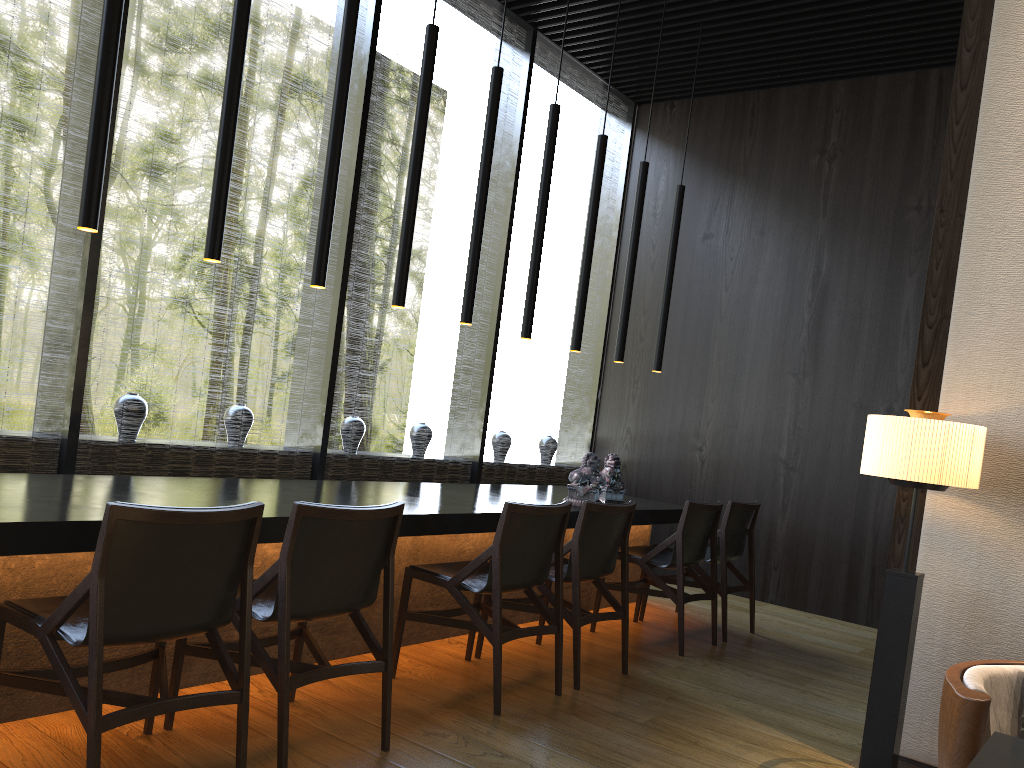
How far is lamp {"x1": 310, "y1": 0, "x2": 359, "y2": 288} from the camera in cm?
362

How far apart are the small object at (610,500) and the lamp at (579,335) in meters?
0.7 m

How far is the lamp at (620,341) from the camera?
5.6m

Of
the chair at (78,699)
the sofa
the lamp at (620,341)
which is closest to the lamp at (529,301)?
the lamp at (620,341)

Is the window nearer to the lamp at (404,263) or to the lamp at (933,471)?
the lamp at (404,263)

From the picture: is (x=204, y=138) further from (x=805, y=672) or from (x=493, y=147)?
A: (x=805, y=672)

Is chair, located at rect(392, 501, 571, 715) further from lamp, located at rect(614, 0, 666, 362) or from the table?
lamp, located at rect(614, 0, 666, 362)

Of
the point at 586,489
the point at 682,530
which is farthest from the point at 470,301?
the point at 682,530

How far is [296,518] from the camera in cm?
260

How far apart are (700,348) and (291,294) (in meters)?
15.59
